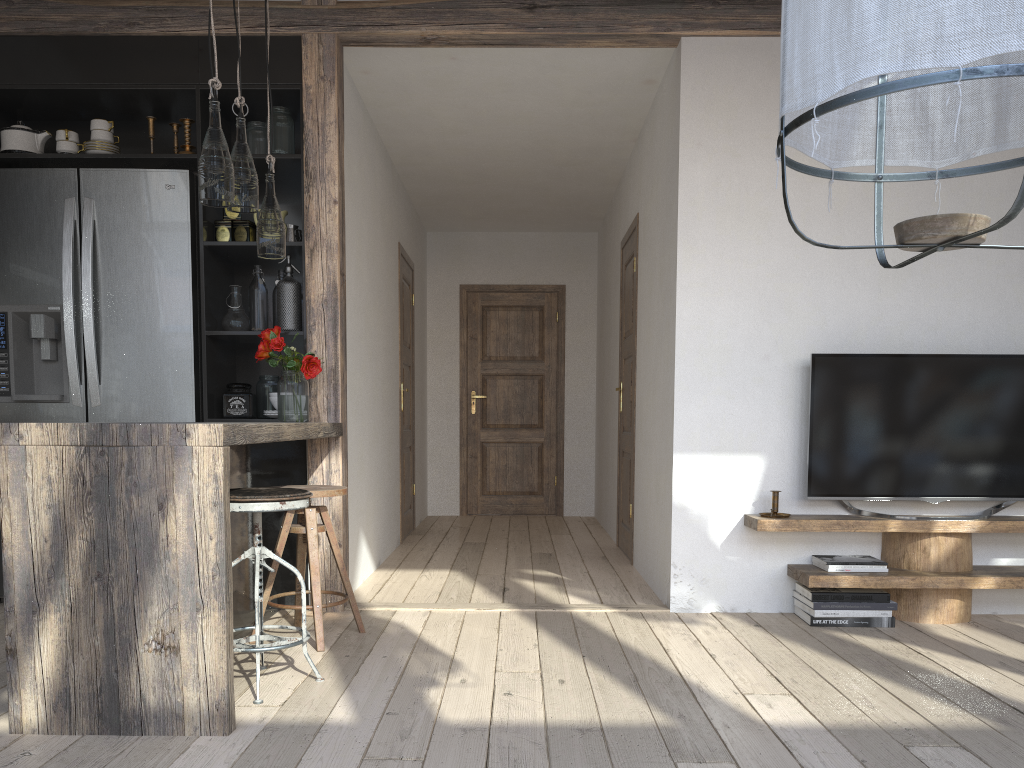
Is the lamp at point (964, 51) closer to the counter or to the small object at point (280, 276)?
the counter

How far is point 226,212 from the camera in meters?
4.0

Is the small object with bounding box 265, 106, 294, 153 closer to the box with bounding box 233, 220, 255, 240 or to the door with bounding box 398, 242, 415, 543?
the box with bounding box 233, 220, 255, 240

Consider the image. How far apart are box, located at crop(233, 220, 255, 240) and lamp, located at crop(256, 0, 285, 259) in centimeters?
65cm

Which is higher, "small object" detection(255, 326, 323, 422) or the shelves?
"small object" detection(255, 326, 323, 422)

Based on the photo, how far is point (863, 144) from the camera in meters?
1.3 m

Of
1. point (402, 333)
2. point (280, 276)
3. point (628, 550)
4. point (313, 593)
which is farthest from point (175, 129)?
point (628, 550)

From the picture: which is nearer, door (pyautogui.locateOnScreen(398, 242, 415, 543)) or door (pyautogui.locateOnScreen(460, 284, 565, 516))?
door (pyautogui.locateOnScreen(398, 242, 415, 543))

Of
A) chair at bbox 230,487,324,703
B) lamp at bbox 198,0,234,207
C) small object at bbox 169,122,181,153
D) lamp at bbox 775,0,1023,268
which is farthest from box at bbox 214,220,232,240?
lamp at bbox 775,0,1023,268

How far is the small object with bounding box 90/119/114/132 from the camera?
4.0m
